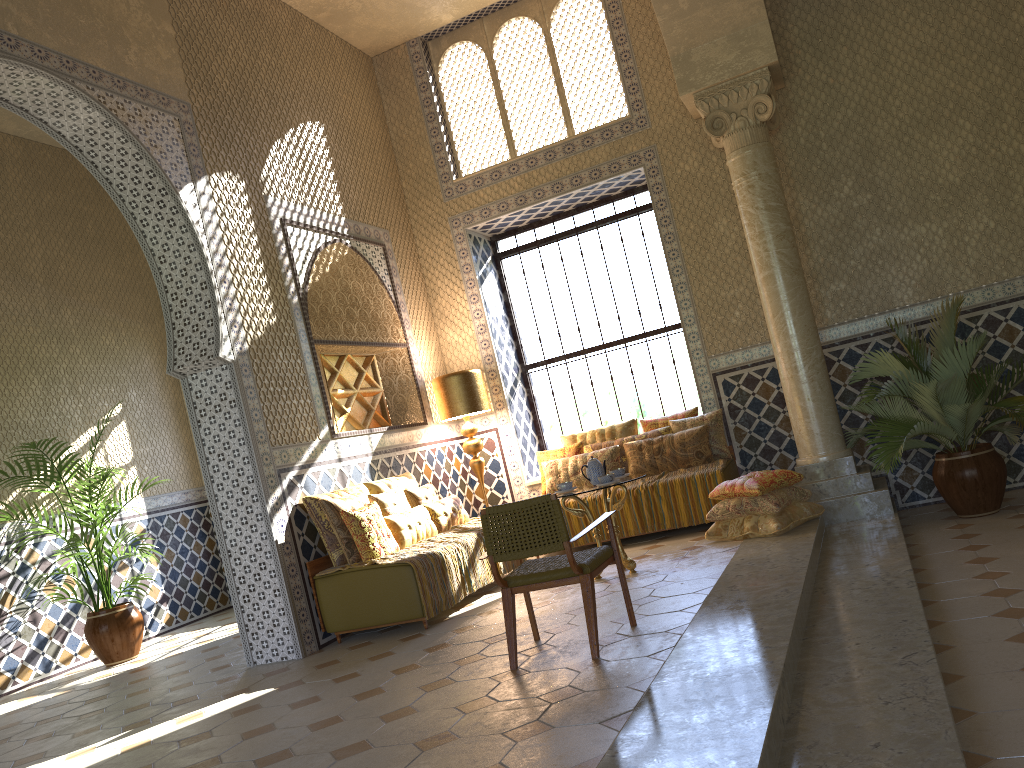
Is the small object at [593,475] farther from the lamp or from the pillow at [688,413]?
the lamp

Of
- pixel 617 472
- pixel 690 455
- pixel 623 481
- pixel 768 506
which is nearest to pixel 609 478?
pixel 623 481

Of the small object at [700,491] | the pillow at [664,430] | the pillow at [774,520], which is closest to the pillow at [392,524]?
the small object at [700,491]

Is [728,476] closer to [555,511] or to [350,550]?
[350,550]

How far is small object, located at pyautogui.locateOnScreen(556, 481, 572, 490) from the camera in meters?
9.6

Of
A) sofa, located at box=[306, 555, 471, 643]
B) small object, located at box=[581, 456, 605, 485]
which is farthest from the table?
sofa, located at box=[306, 555, 471, 643]

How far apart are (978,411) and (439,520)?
6.1m

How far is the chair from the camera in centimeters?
631cm

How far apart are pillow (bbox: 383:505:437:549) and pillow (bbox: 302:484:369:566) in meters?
0.6 m

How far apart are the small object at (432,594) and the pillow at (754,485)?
2.6 meters
